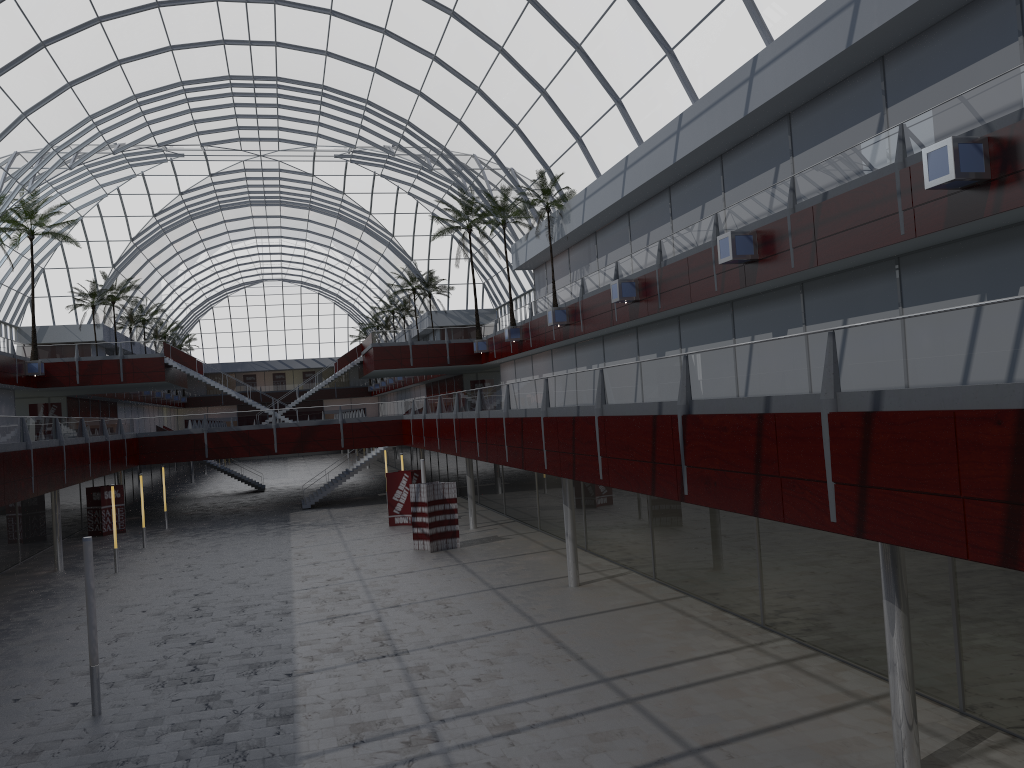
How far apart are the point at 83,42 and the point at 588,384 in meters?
40.1 m
